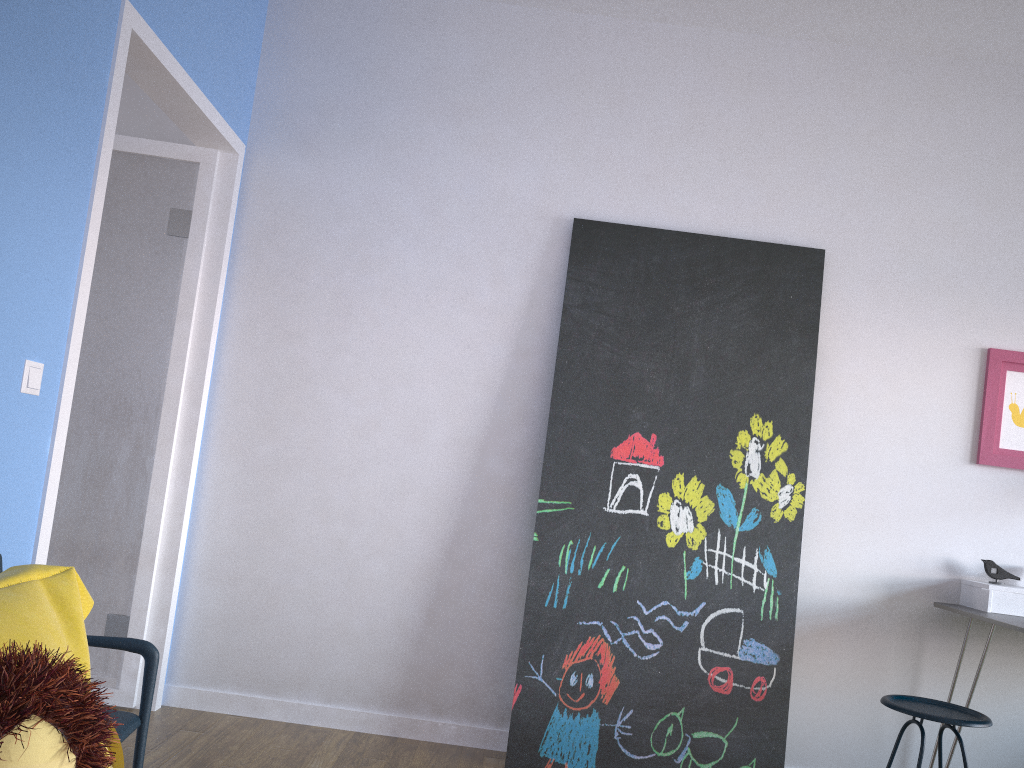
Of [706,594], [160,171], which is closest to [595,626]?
[706,594]

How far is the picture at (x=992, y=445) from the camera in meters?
3.3

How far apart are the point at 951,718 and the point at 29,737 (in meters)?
2.64

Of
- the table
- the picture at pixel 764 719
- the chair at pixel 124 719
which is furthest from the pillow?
the table

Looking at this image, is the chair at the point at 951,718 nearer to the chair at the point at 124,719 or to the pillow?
the chair at the point at 124,719

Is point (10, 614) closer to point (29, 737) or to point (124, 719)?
point (29, 737)

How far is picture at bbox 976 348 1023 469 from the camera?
3.30m

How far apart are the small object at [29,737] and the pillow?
0.2 meters

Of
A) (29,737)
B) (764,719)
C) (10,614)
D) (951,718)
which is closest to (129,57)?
(10,614)

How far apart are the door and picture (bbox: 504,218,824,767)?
1.3 meters
